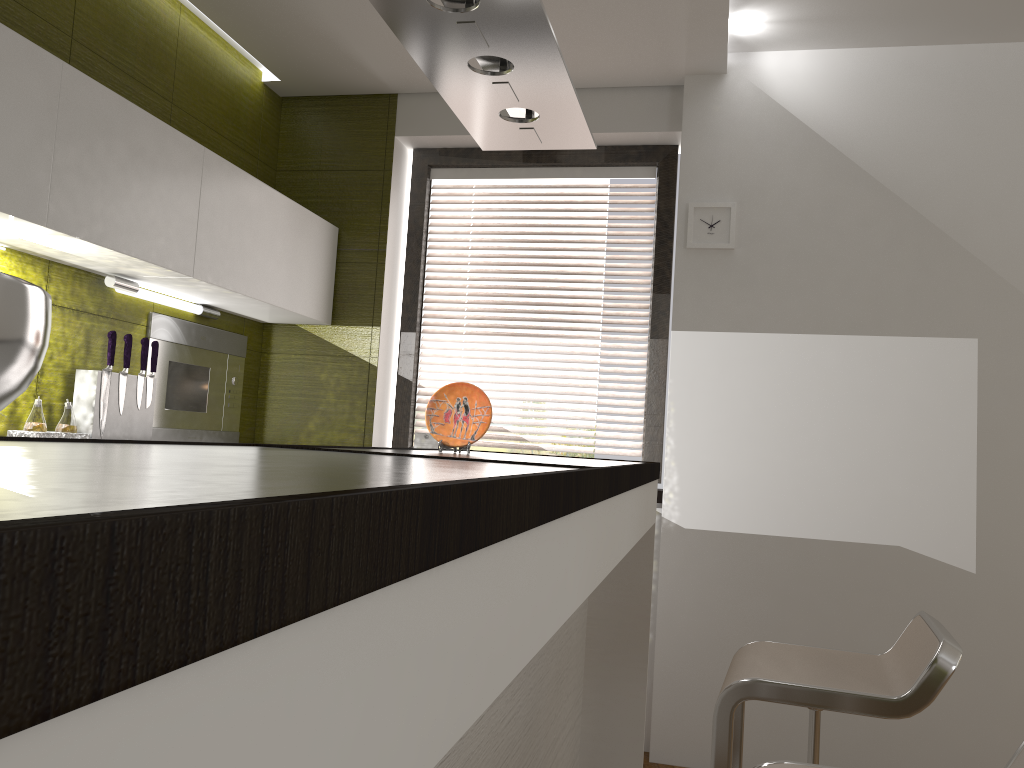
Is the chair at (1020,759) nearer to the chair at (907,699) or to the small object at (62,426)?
the chair at (907,699)

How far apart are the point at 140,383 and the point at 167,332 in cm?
40

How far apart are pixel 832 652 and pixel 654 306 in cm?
198

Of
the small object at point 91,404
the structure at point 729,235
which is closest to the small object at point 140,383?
the small object at point 91,404

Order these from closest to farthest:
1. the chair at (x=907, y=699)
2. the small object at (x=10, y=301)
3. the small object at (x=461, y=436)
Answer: the small object at (x=10, y=301) → the chair at (x=907, y=699) → the small object at (x=461, y=436)

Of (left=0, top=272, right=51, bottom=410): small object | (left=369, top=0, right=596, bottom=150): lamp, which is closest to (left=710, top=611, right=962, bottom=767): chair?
(left=369, top=0, right=596, bottom=150): lamp

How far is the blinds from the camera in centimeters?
385cm

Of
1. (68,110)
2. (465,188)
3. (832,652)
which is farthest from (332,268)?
(832,652)

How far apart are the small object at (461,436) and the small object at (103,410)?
1.1m

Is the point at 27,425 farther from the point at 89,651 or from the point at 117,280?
the point at 89,651
